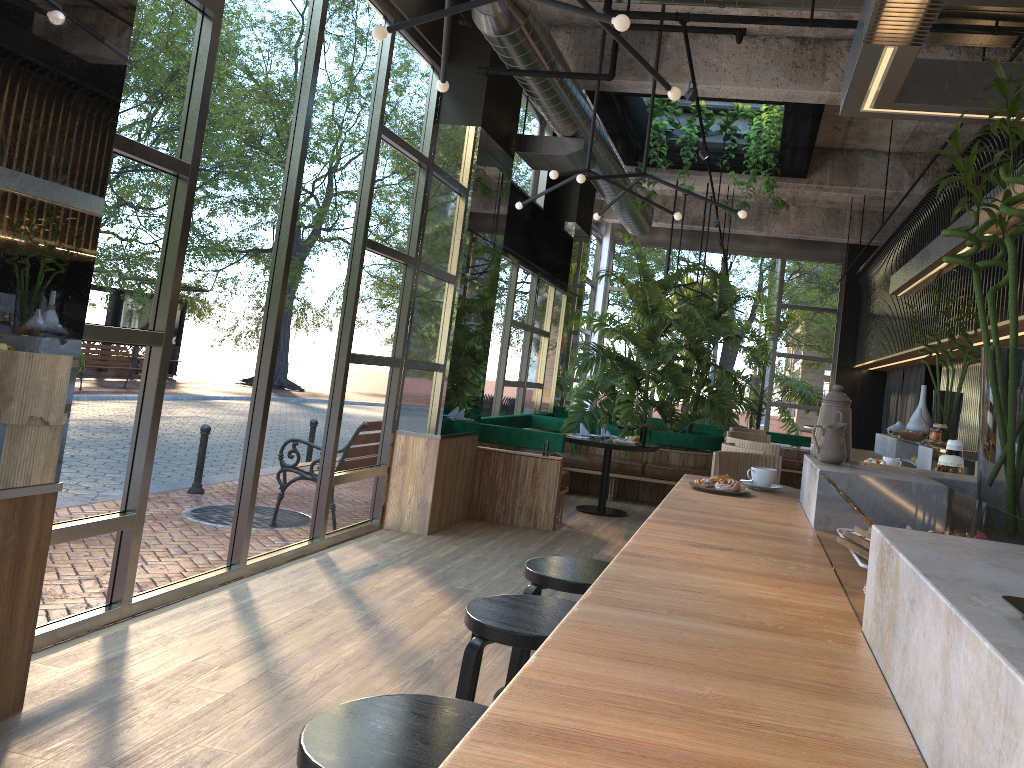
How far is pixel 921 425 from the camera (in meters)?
6.20

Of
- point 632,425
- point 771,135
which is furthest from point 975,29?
point 632,425

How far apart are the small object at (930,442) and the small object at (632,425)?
1.8m

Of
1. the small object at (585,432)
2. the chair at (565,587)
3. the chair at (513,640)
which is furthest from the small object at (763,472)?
the small object at (585,432)

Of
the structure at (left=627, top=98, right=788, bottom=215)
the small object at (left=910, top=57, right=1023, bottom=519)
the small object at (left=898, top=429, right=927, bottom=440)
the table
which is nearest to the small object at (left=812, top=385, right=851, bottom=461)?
the small object at (left=910, top=57, right=1023, bottom=519)

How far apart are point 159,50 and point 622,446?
5.75m

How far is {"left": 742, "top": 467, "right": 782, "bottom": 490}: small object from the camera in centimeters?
308cm

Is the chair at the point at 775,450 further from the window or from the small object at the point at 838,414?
the window

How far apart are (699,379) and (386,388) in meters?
5.3 m

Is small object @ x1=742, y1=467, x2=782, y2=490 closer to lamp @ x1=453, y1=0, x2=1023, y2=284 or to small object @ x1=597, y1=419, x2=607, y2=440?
lamp @ x1=453, y1=0, x2=1023, y2=284
